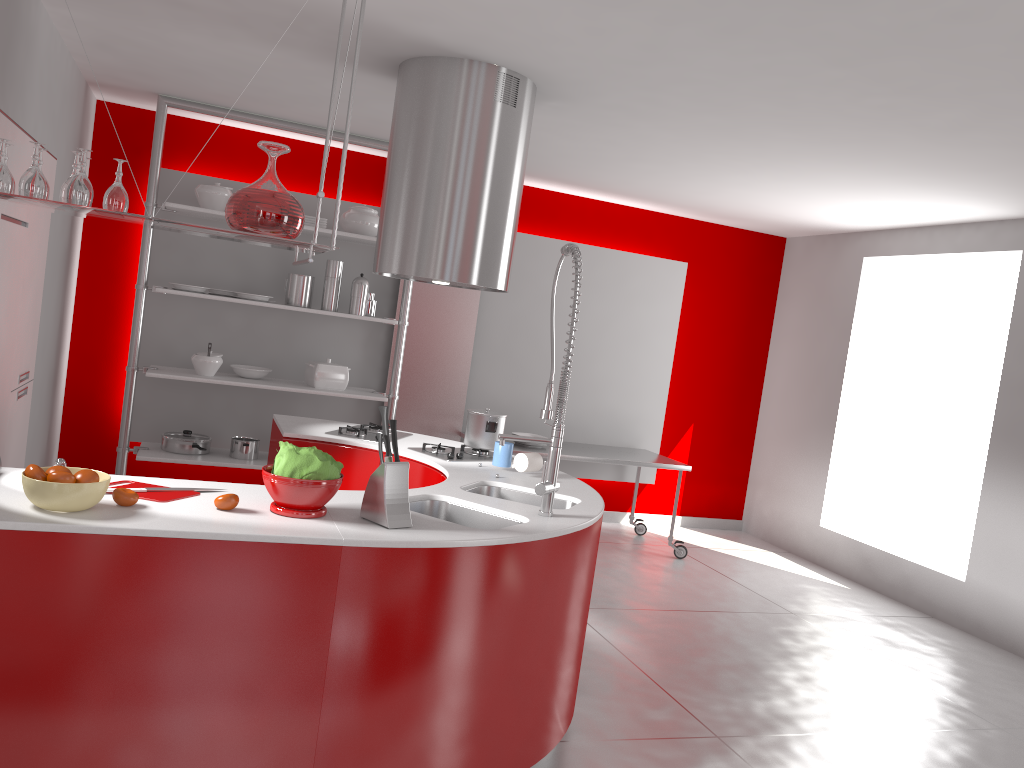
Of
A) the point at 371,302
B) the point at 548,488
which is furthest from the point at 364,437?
the point at 371,302

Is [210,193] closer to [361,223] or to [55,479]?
A: [361,223]

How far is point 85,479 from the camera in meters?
2.2 m

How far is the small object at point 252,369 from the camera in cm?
571

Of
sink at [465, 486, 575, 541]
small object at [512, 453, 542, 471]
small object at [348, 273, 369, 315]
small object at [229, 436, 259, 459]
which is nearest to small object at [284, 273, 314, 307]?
small object at [348, 273, 369, 315]

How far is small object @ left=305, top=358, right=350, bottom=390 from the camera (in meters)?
5.77

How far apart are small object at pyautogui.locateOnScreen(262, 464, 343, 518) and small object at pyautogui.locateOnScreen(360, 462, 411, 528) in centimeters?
9cm

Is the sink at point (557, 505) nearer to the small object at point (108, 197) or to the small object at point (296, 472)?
the small object at point (296, 472)

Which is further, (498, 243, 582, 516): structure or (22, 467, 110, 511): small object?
(498, 243, 582, 516): structure

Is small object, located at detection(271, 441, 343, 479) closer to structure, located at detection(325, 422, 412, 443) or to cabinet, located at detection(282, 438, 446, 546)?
cabinet, located at detection(282, 438, 446, 546)
